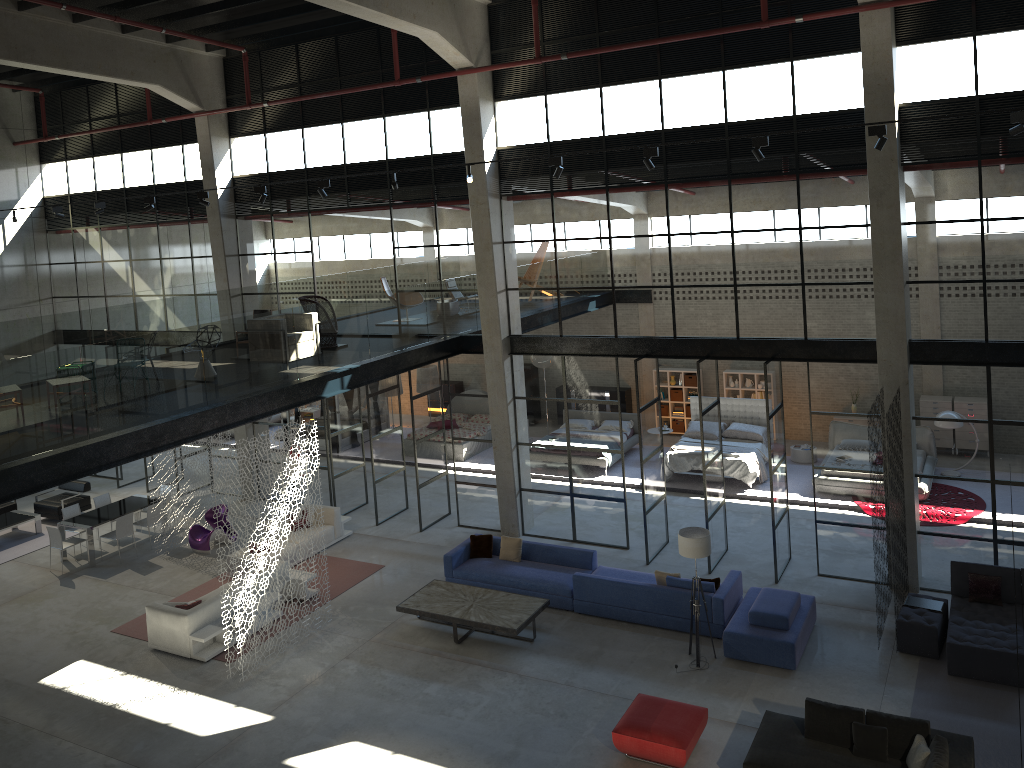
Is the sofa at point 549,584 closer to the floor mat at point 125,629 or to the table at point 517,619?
the table at point 517,619

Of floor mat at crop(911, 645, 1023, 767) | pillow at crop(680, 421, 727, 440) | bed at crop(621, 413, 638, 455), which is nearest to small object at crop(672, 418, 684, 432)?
bed at crop(621, 413, 638, 455)

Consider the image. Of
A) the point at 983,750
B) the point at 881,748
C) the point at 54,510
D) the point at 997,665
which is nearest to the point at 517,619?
the point at 881,748

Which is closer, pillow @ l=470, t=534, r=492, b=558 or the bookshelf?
pillow @ l=470, t=534, r=492, b=558

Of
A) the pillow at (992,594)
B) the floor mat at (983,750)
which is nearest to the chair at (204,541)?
the floor mat at (983,750)

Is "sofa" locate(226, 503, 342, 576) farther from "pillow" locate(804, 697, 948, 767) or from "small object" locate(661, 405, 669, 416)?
"pillow" locate(804, 697, 948, 767)

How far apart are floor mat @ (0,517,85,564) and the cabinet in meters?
14.2

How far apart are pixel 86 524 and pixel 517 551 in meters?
8.7

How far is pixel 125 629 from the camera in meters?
14.4

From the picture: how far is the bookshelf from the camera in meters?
22.2 m
